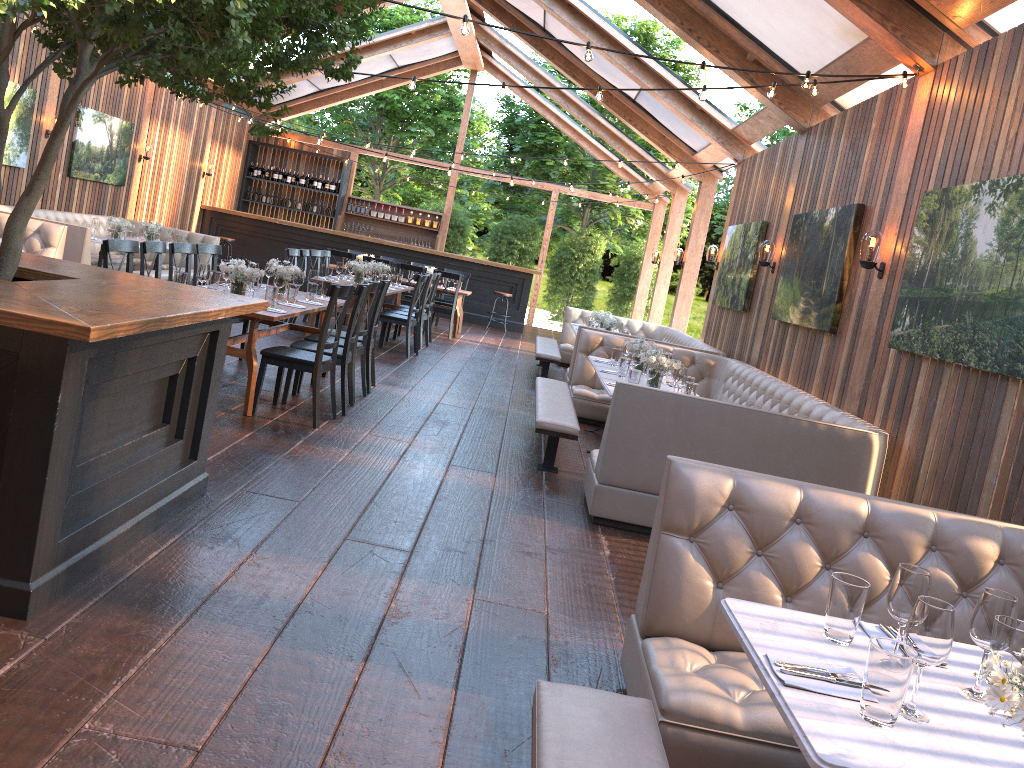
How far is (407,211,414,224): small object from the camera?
19.4m

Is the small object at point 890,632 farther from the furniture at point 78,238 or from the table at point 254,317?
the furniture at point 78,238

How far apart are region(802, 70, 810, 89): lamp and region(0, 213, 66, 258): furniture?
7.4 meters

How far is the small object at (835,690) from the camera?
1.9m

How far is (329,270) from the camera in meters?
10.7

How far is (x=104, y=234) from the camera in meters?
→ 13.1

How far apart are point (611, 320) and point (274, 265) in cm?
476

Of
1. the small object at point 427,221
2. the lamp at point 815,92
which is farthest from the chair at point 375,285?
the small object at point 427,221

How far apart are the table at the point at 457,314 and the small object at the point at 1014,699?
12.7m

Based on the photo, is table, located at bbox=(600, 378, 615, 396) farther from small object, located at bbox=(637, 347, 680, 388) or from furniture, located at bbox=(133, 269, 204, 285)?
furniture, located at bbox=(133, 269, 204, 285)
